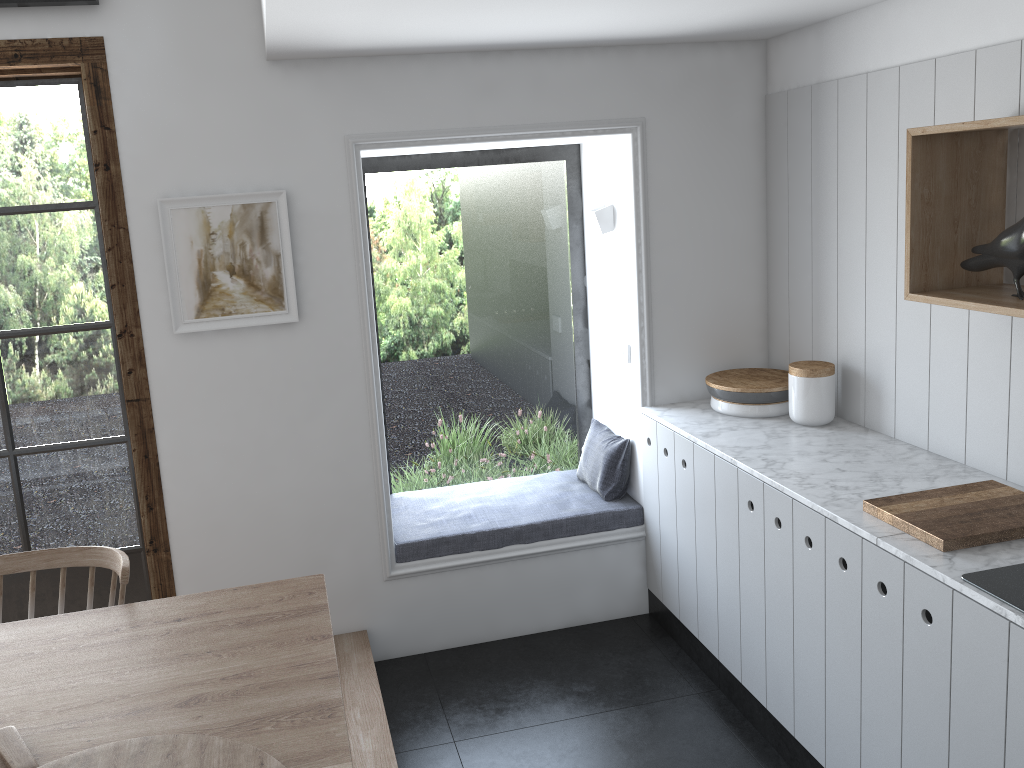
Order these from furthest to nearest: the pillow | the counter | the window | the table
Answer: the pillow < the window < the counter < the table

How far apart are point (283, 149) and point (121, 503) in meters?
1.4

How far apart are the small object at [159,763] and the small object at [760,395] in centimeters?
232cm

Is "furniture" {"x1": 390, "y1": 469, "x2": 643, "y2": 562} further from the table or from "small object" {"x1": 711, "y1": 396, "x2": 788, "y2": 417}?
the table

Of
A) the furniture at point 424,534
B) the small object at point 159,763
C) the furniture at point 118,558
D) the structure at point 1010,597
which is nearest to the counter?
the structure at point 1010,597

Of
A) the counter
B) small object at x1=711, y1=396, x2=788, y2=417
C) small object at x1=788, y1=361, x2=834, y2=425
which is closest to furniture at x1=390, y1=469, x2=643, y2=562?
the counter

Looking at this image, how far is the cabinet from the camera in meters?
2.0

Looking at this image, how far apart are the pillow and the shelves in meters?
1.5

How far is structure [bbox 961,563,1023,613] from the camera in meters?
1.9

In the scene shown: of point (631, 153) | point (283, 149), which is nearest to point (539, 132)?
point (631, 153)
